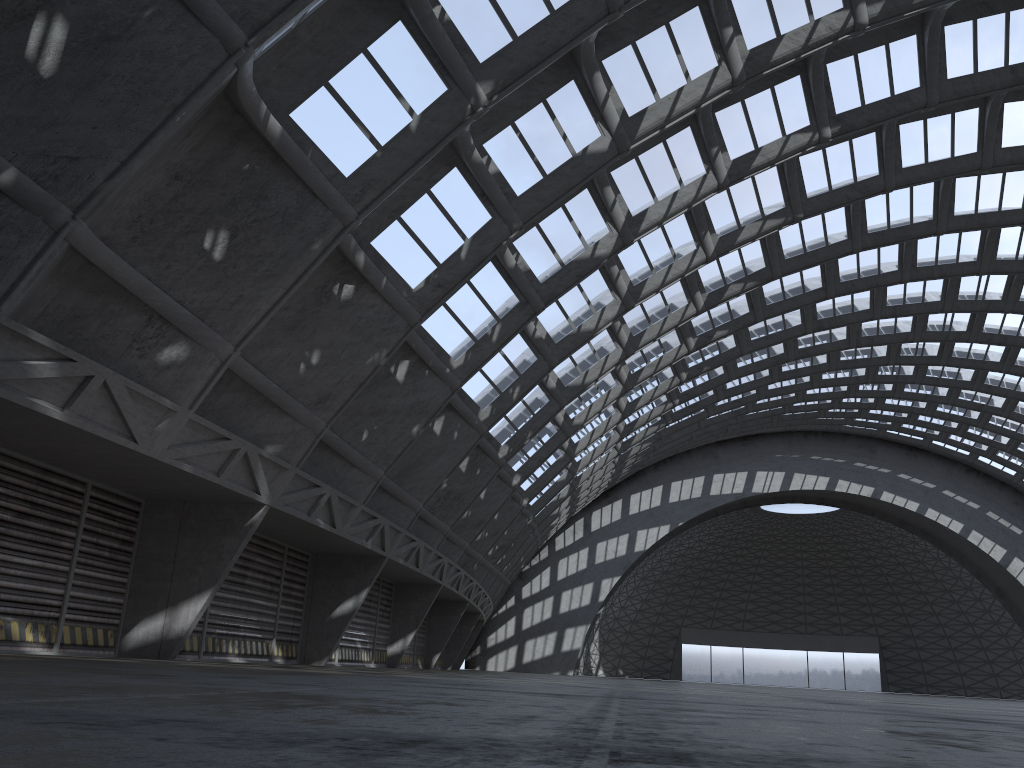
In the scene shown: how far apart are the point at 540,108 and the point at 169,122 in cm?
915
